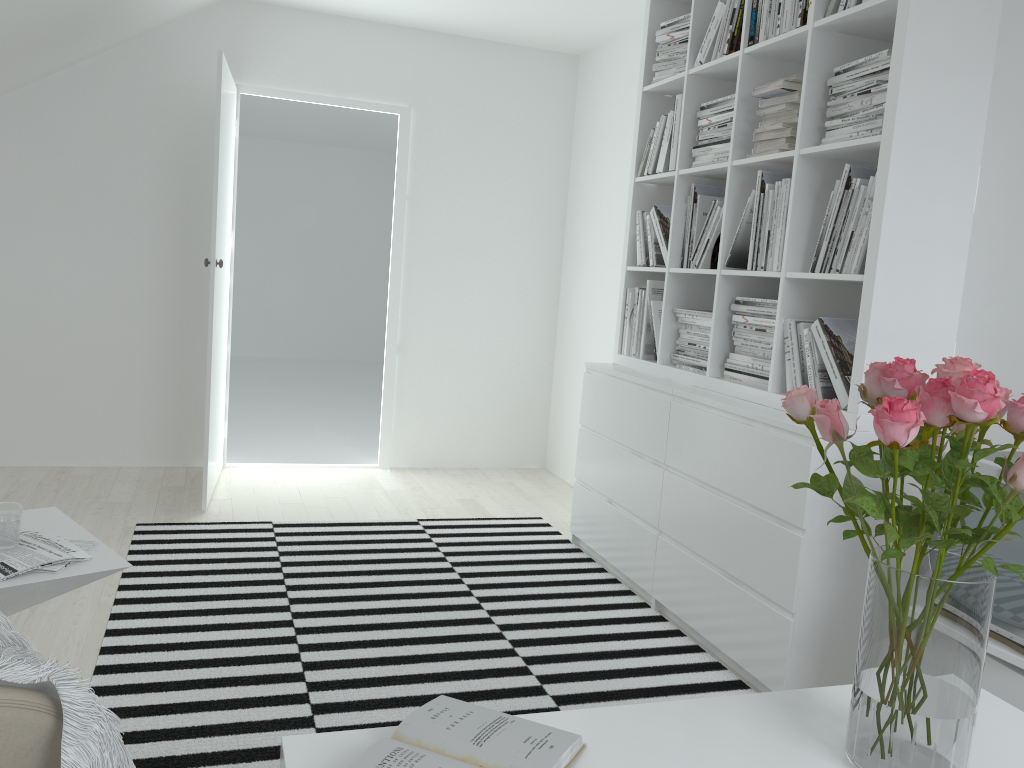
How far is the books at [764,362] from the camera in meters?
2.9 m

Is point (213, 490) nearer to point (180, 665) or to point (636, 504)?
point (180, 665)

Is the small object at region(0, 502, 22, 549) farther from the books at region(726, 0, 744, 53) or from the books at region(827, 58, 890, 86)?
the books at region(726, 0, 744, 53)

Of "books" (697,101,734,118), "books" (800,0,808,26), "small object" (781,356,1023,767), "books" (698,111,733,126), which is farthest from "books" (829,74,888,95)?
"small object" (781,356,1023,767)

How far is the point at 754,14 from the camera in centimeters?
301cm

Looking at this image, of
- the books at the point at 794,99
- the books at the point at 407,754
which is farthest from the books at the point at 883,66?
the books at the point at 407,754

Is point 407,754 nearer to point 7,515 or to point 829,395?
point 7,515

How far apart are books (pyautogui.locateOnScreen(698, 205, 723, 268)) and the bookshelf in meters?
0.1

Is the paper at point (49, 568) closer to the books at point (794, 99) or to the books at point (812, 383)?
the books at point (812, 383)

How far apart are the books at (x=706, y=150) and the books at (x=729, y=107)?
0.1 meters
